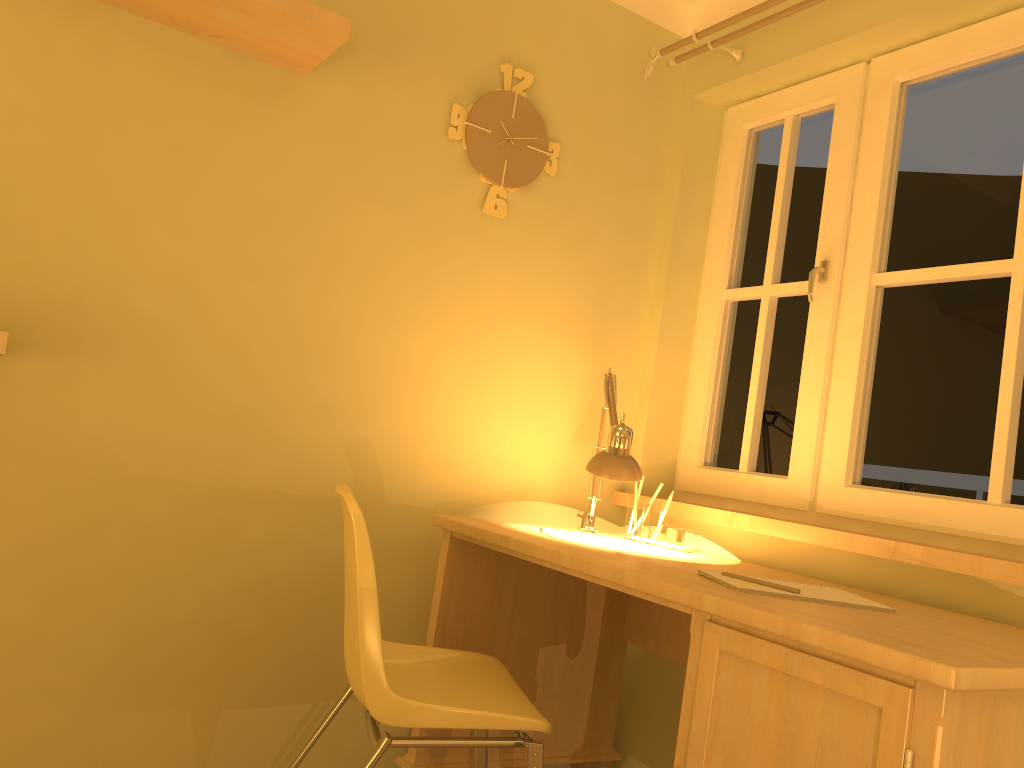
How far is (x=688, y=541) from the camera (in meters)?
2.28

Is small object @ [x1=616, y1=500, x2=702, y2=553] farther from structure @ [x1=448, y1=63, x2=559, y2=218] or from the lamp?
structure @ [x1=448, y1=63, x2=559, y2=218]

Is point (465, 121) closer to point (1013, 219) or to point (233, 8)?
point (233, 8)

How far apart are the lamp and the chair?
0.49m

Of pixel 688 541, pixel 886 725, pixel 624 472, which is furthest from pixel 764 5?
pixel 886 725

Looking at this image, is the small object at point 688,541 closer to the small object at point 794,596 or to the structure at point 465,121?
the small object at point 794,596

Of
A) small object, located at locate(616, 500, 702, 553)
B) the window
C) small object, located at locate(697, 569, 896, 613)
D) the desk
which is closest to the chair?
the desk

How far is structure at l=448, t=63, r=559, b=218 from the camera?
2.41m

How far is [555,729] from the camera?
2.4 meters

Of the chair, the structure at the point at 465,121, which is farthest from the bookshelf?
the chair
